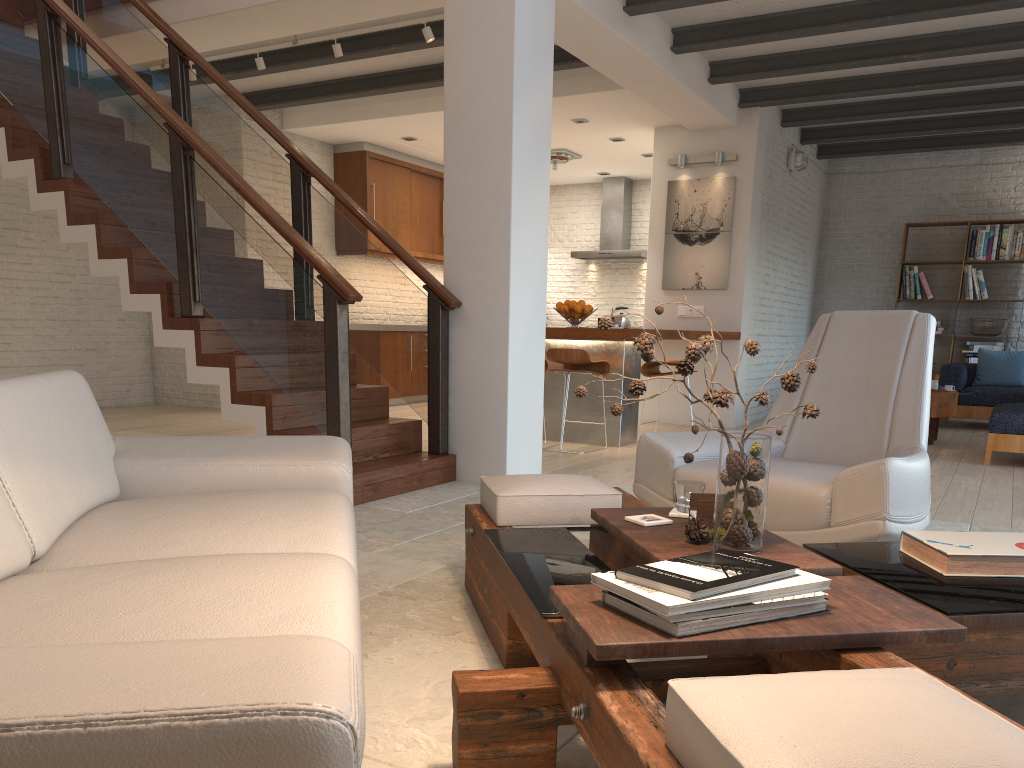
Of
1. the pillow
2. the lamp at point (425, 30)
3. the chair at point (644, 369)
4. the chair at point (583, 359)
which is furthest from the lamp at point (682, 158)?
the pillow

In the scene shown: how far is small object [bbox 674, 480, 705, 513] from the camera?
2.43m

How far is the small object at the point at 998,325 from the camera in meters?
10.1

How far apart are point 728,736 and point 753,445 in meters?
1.1

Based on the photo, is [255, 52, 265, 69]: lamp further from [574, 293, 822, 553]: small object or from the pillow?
the pillow

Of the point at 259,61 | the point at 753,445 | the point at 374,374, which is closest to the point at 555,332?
the point at 259,61

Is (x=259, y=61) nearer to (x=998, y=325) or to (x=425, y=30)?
(x=425, y=30)

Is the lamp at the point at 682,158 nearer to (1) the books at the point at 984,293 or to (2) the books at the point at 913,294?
(2) the books at the point at 913,294

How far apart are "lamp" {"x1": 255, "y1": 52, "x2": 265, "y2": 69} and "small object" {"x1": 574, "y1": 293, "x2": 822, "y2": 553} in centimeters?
580cm

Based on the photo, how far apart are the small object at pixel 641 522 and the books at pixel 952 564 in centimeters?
59cm
